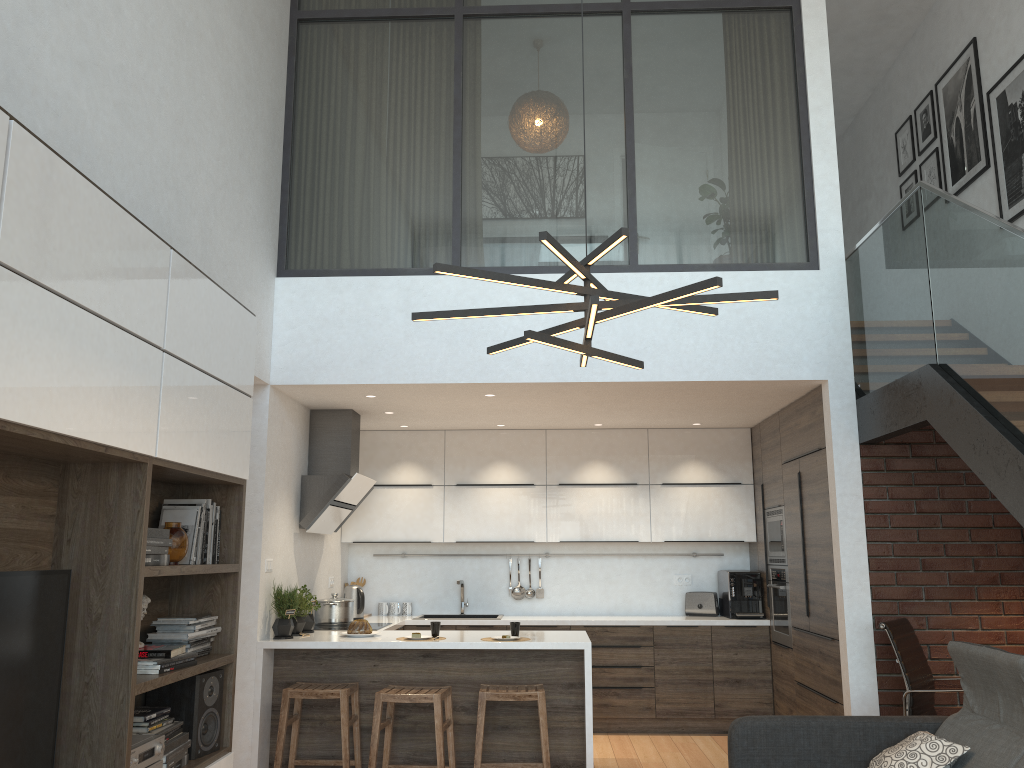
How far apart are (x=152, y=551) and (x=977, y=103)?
6.1m

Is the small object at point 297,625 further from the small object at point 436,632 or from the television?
the television

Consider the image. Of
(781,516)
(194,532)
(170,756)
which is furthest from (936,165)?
(170,756)

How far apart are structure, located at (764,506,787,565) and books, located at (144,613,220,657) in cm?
417

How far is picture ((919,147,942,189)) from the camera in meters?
6.9

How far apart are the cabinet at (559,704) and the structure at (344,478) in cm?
60

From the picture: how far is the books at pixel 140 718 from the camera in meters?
3.4 m

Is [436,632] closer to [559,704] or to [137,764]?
[559,704]

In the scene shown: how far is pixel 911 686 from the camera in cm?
462

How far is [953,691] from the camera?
4.5 meters
